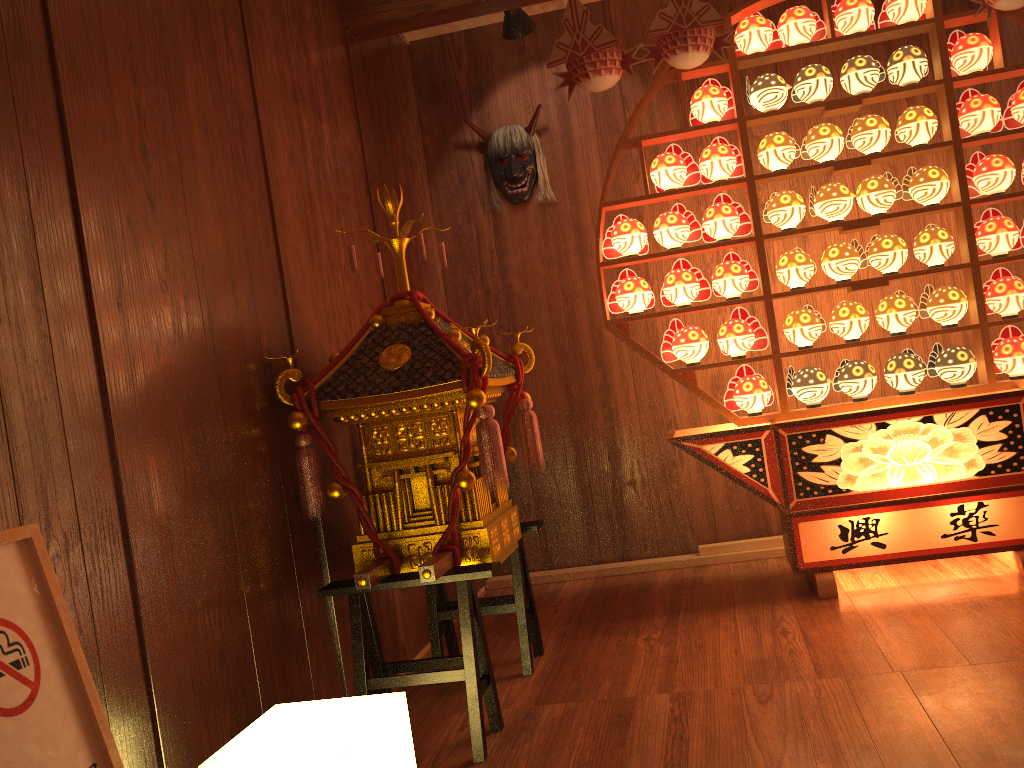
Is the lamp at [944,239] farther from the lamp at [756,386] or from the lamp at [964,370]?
the lamp at [756,386]

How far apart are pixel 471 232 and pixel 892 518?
2.2 meters

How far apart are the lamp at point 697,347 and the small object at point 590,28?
0.90m

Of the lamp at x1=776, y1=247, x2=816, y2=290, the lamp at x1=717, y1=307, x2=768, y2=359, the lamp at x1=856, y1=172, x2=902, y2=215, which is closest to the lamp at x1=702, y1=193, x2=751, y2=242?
the lamp at x1=776, y1=247, x2=816, y2=290

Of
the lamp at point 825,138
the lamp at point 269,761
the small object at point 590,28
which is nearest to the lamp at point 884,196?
the lamp at point 825,138

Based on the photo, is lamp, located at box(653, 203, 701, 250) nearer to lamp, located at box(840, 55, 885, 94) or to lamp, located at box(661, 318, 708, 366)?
lamp, located at box(661, 318, 708, 366)

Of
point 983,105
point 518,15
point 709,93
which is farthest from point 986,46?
point 518,15

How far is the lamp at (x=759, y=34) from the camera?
3.18m

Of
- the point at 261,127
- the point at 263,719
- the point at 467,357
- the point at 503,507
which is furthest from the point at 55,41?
the point at 503,507

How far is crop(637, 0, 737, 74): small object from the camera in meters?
2.9 m
